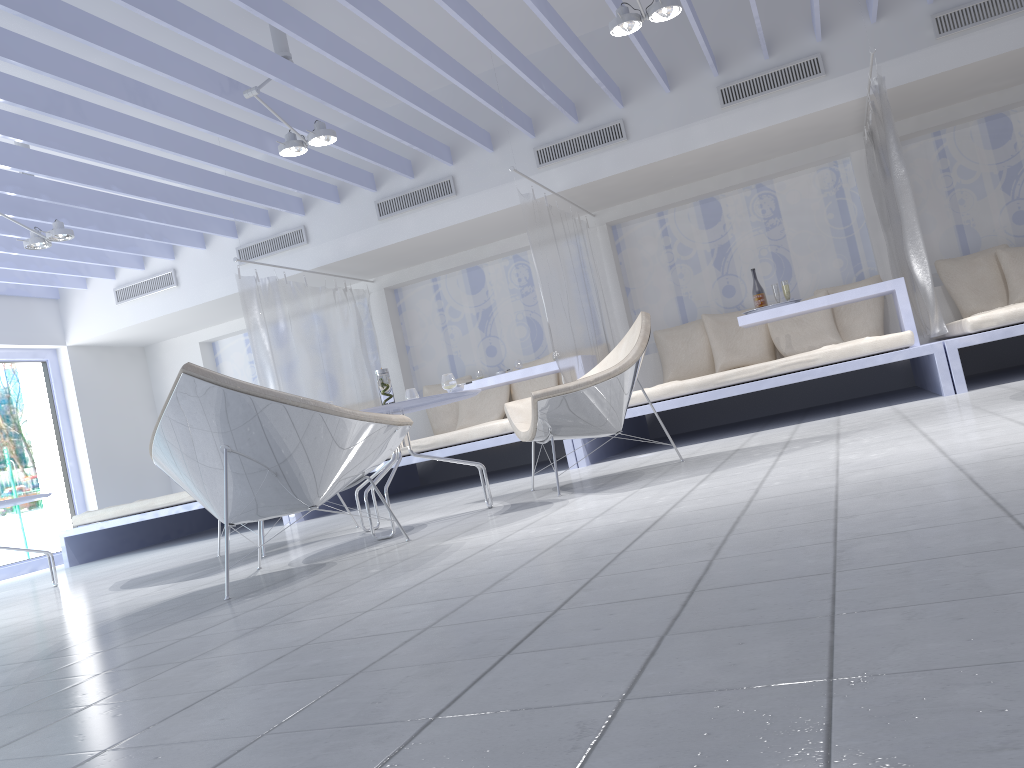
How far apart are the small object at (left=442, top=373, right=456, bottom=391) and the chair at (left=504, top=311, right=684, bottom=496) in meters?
0.3

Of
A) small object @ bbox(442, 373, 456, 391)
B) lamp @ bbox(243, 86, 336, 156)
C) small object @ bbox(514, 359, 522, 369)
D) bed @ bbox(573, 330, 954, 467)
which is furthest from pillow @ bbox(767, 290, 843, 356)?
small object @ bbox(442, 373, 456, 391)

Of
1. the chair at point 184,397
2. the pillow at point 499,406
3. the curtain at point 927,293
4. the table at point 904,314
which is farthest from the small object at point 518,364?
the chair at point 184,397

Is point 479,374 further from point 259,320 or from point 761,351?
point 761,351

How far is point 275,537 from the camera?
5.27m

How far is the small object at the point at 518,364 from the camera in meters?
6.8

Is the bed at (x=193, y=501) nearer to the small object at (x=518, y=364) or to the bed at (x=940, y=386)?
the small object at (x=518, y=364)

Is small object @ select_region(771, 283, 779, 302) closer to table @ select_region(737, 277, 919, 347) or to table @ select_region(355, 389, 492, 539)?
table @ select_region(737, 277, 919, 347)

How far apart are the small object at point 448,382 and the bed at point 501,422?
1.92m

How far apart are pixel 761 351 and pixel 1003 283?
1.8m
